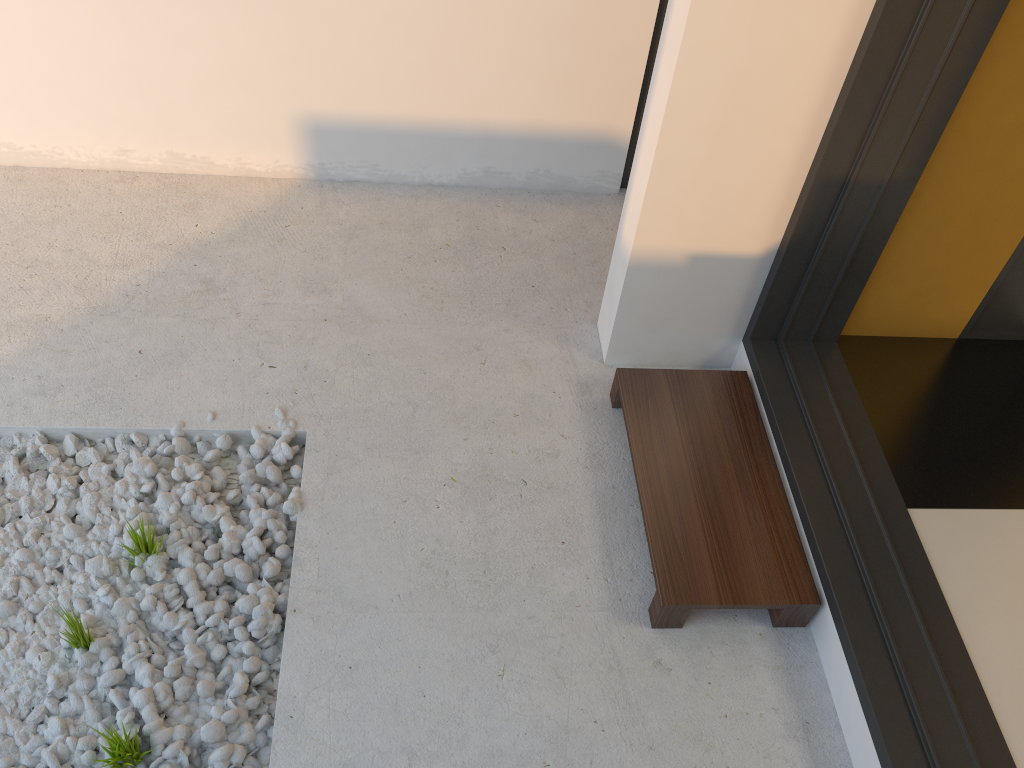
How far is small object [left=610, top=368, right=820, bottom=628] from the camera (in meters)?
1.86

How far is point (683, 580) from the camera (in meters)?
1.86

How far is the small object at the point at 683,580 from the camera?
1.86m
